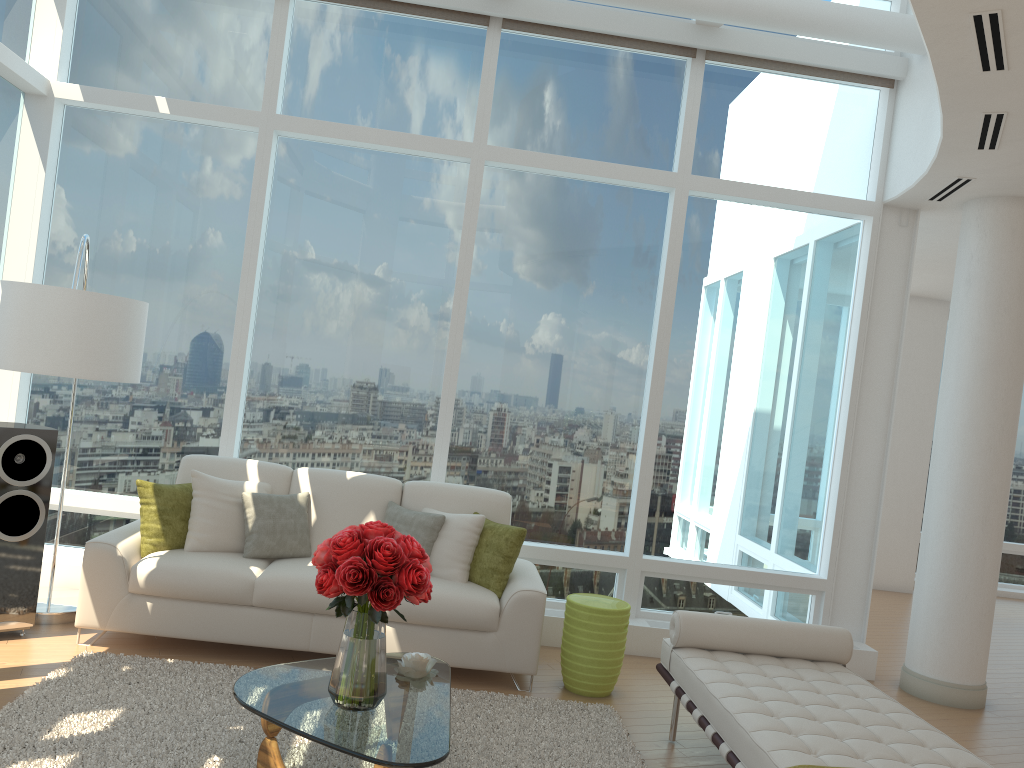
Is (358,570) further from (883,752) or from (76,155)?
(76,155)

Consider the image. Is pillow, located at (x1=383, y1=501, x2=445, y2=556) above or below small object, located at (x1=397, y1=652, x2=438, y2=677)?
above

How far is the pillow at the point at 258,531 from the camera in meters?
5.2 m

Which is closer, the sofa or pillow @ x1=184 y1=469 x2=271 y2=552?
the sofa

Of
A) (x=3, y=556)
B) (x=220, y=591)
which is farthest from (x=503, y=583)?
(x=3, y=556)

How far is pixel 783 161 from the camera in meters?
6.5 m

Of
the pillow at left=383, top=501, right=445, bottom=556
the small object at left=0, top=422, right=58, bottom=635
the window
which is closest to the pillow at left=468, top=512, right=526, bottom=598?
the pillow at left=383, top=501, right=445, bottom=556

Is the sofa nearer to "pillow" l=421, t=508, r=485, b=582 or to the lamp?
"pillow" l=421, t=508, r=485, b=582

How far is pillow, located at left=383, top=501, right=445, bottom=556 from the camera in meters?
5.3 m

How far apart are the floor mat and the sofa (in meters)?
0.18
